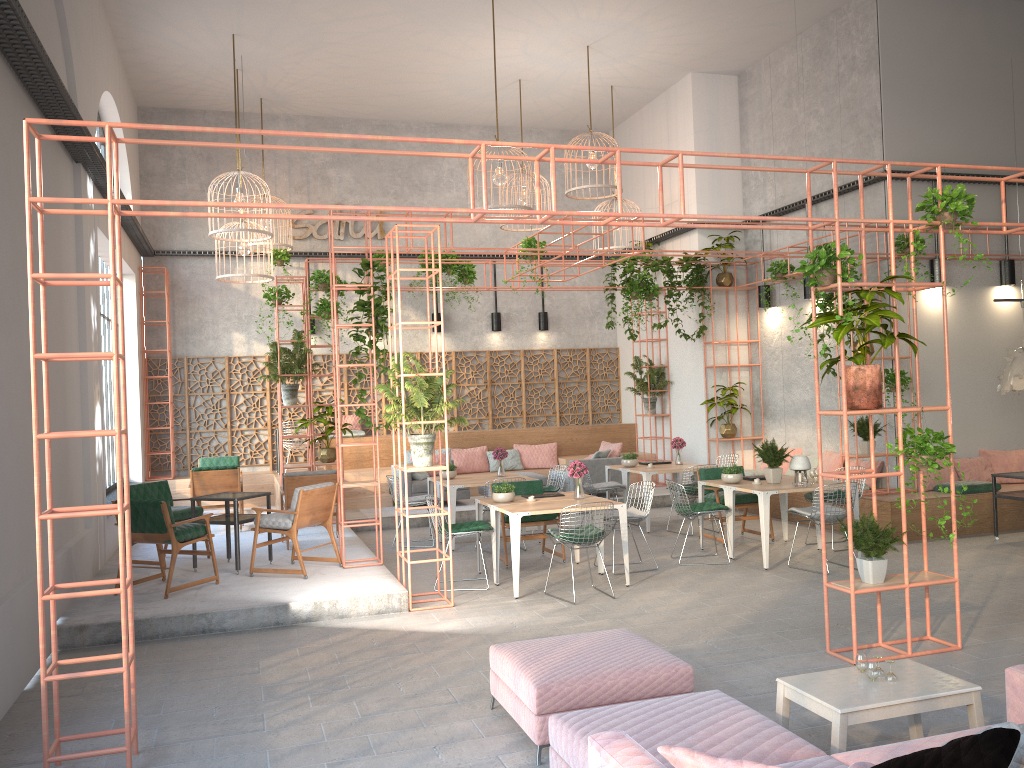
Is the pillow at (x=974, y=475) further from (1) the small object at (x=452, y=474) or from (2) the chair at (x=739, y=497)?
(1) the small object at (x=452, y=474)

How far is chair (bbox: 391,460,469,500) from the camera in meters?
14.1 m

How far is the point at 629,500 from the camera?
14.58m

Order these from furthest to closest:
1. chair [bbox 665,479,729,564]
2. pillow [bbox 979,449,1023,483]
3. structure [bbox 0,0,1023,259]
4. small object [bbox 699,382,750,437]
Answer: small object [bbox 699,382,750,437], pillow [bbox 979,449,1023,483], chair [bbox 665,479,729,564], structure [bbox 0,0,1023,259]

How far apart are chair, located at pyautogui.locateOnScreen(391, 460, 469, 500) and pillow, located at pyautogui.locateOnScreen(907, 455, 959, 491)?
6.8m

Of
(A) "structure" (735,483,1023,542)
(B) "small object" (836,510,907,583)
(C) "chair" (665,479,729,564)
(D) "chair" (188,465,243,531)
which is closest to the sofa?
(B) "small object" (836,510,907,583)

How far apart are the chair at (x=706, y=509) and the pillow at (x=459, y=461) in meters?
6.4

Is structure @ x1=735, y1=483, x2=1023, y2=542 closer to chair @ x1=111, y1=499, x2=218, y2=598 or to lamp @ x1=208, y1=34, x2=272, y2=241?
chair @ x1=111, y1=499, x2=218, y2=598

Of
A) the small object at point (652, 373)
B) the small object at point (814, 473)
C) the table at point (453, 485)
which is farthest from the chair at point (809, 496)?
the small object at point (652, 373)

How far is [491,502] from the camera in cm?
946
